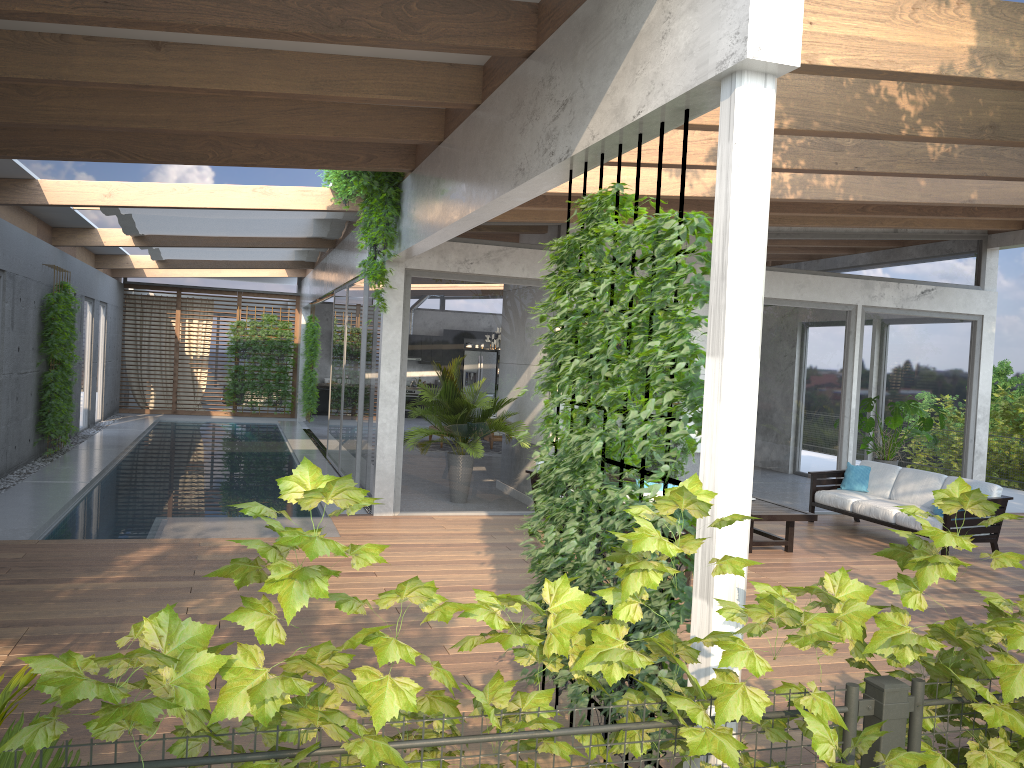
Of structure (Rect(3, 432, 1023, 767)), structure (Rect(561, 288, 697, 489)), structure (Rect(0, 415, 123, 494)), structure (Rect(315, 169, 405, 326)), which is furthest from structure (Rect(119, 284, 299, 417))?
structure (Rect(3, 432, 1023, 767))

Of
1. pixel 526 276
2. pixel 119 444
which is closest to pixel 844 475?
pixel 526 276

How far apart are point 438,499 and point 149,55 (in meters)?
5.65

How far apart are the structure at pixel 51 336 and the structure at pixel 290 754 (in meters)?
11.67

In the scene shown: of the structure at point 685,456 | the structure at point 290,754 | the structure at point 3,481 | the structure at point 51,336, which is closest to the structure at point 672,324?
the structure at point 290,754

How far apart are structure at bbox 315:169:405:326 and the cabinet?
14.1 meters

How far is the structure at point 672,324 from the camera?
3.2m

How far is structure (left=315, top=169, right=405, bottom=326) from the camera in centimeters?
846cm

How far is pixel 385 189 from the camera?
8.5m

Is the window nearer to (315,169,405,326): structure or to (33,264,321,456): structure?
(315,169,405,326): structure
